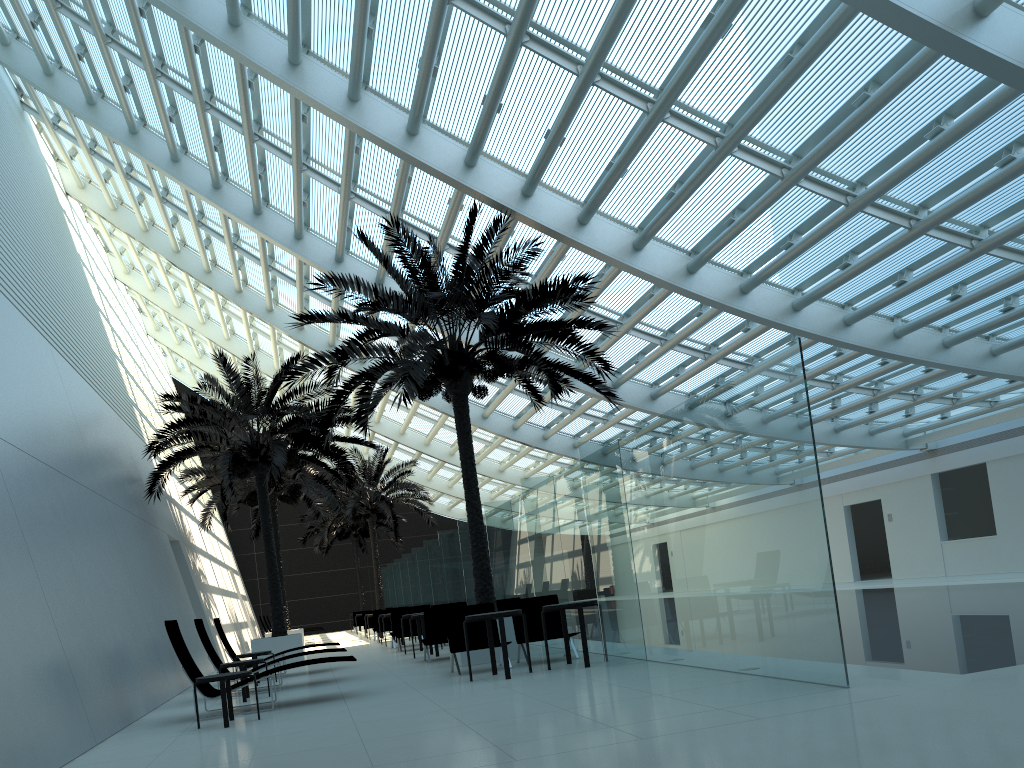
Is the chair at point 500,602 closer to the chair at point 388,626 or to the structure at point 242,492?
the structure at point 242,492

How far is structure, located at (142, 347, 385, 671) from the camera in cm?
1689

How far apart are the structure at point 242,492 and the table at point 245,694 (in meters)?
10.60

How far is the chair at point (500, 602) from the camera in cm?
1411

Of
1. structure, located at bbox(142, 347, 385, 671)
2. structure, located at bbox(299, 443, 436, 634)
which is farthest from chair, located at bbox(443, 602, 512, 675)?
structure, located at bbox(299, 443, 436, 634)

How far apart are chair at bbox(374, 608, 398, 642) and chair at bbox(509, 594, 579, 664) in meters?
12.9

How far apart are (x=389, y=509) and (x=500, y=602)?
16.4m

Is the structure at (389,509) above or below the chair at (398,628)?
above

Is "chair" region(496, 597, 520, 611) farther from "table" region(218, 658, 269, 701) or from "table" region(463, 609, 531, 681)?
"table" region(218, 658, 269, 701)

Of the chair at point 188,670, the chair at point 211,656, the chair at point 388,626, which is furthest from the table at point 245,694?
the chair at point 388,626
